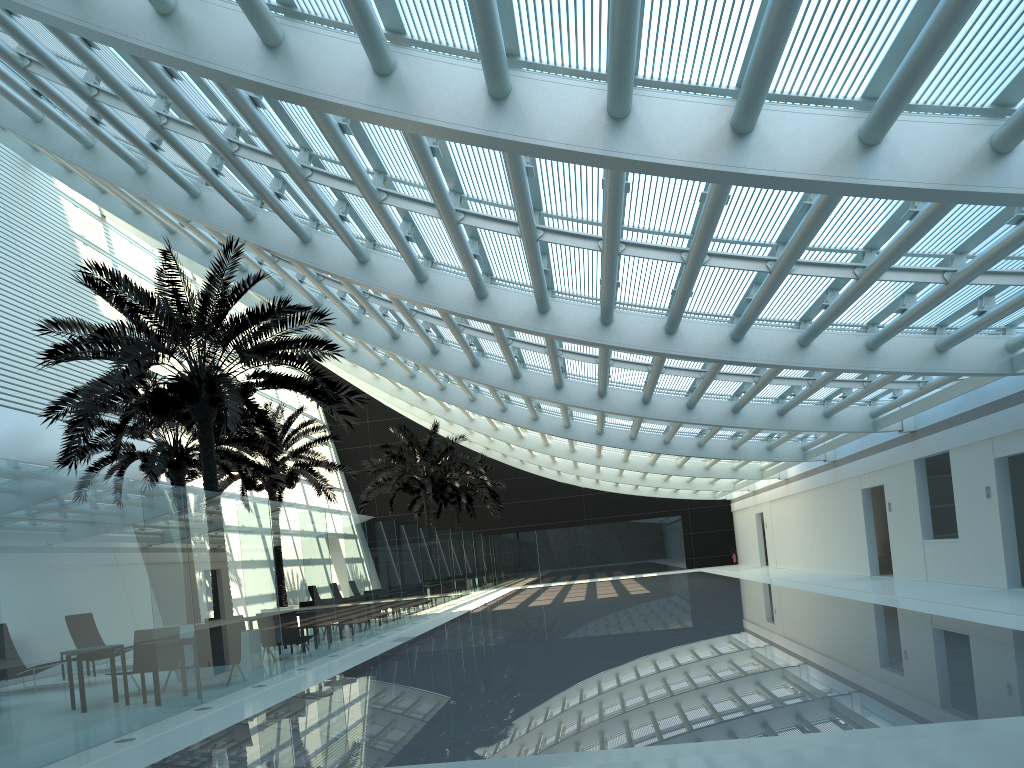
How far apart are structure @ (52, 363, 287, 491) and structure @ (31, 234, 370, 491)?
1.92m

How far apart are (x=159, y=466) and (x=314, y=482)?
7.0m

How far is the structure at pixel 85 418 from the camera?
12.6 meters

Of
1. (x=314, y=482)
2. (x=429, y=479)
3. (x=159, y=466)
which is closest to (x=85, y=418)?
(x=159, y=466)

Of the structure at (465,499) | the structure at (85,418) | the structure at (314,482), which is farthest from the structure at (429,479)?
the structure at (85,418)

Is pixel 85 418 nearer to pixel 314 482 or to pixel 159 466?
pixel 159 466

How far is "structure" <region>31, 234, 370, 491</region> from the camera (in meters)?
12.65

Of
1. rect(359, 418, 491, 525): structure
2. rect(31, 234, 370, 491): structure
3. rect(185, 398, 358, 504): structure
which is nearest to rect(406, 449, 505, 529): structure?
rect(359, 418, 491, 525): structure

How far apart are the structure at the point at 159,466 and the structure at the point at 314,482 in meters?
1.7

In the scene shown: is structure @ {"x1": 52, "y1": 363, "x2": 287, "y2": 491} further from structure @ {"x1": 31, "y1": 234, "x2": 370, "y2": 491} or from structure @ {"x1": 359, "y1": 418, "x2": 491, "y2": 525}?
structure @ {"x1": 359, "y1": 418, "x2": 491, "y2": 525}
